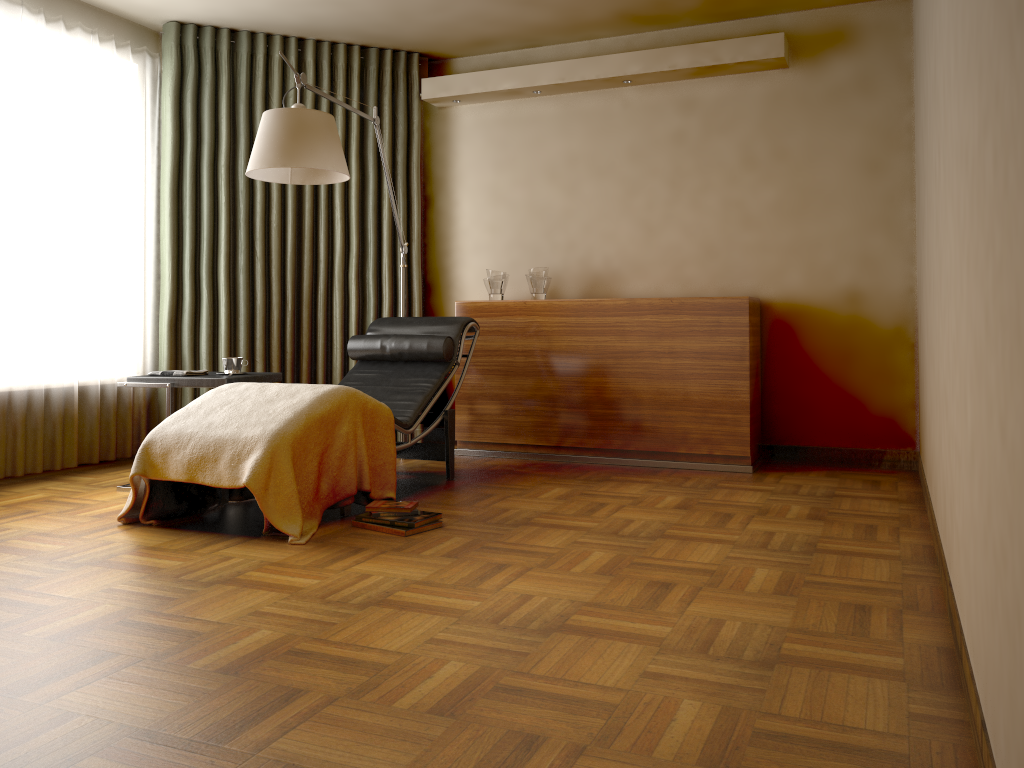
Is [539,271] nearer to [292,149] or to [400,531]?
[292,149]

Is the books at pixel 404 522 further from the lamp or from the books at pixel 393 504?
the lamp

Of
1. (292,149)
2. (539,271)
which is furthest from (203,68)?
(539,271)

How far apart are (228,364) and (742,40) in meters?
3.1

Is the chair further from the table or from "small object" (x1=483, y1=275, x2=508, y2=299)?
"small object" (x1=483, y1=275, x2=508, y2=299)

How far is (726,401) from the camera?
4.6 meters

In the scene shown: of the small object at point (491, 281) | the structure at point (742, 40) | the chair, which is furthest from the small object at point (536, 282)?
the structure at point (742, 40)

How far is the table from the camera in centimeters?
395cm

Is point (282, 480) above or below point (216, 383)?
below

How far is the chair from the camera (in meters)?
4.20
